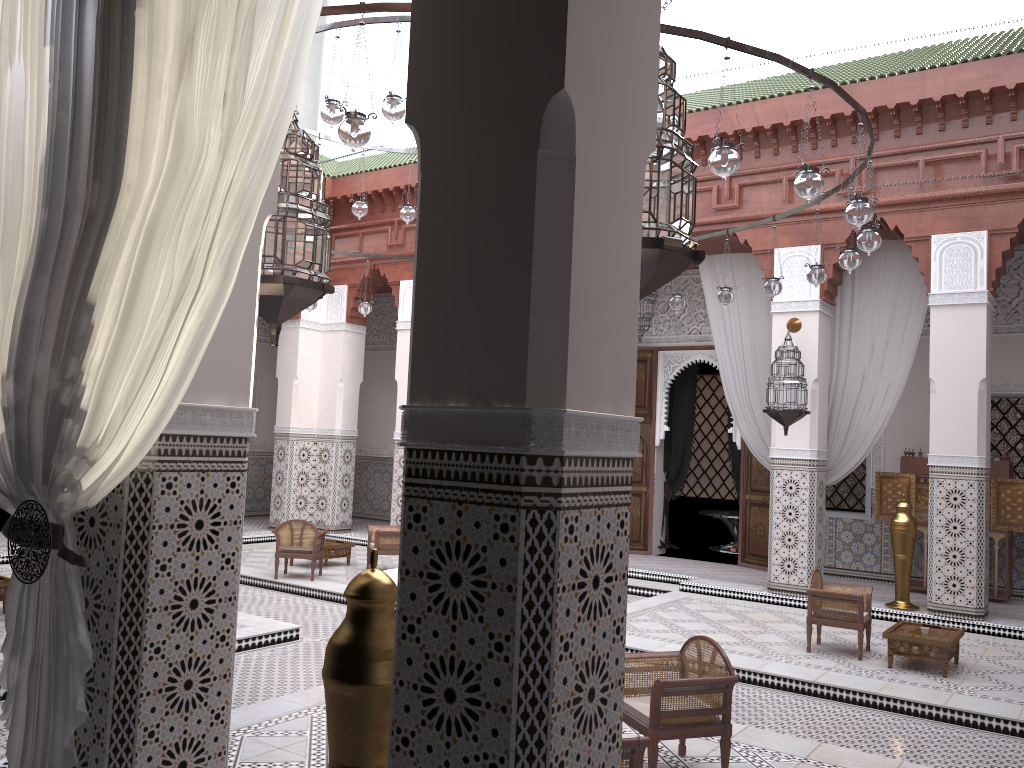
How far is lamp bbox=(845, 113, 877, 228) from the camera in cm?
260

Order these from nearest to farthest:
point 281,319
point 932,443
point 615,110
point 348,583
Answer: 1. point 615,110
2. point 281,319
3. point 932,443
4. point 348,583

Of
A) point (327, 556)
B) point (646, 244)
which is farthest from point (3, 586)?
point (646, 244)

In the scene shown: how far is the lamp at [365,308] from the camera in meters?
5.0 m

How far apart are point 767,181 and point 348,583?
3.0m

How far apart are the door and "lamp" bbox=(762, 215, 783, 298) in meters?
1.9

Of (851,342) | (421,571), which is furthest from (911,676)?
(421,571)

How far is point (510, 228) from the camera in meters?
1.0

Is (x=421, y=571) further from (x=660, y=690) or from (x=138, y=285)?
(x=660, y=690)

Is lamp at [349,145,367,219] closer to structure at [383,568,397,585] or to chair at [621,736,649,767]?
structure at [383,568,397,585]
